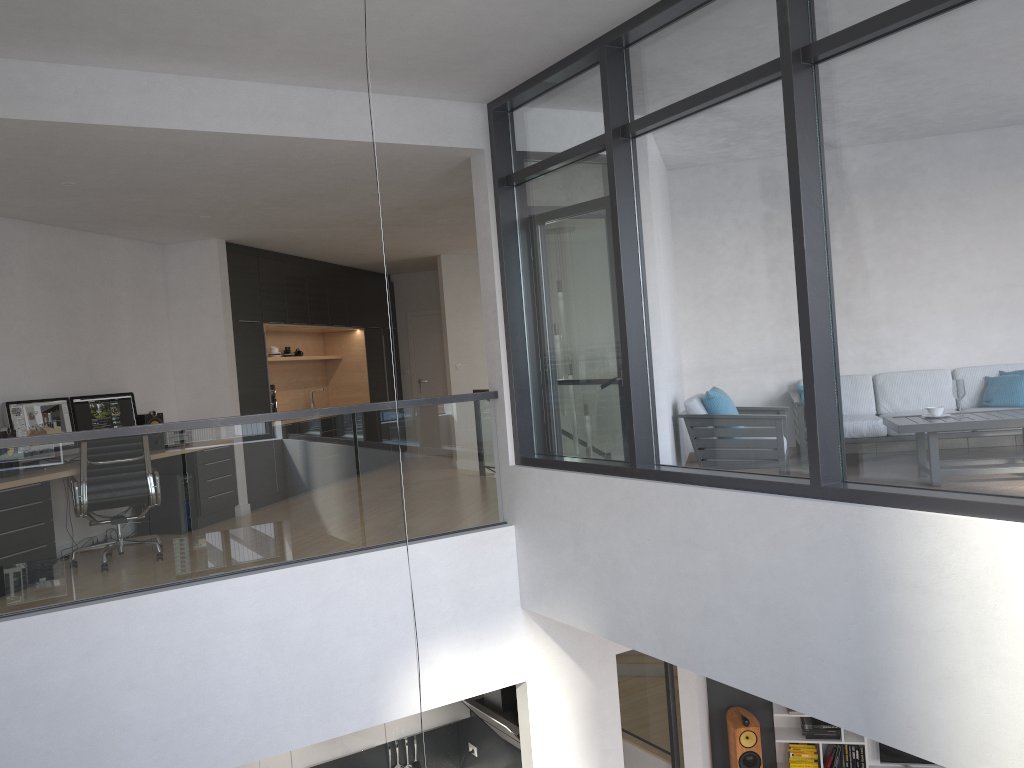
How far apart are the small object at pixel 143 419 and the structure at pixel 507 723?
3.71m

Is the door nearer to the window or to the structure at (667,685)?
the structure at (667,685)

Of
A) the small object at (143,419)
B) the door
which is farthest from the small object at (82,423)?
the door

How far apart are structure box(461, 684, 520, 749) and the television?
3.69m

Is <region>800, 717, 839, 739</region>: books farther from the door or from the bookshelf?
the door

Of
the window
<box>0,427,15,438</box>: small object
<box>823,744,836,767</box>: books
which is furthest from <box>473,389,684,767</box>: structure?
<box>0,427,15,438</box>: small object

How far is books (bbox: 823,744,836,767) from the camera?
8.4m

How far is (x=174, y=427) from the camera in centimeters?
490cm

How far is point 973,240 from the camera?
3.23m

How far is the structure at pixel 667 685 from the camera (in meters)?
7.58
